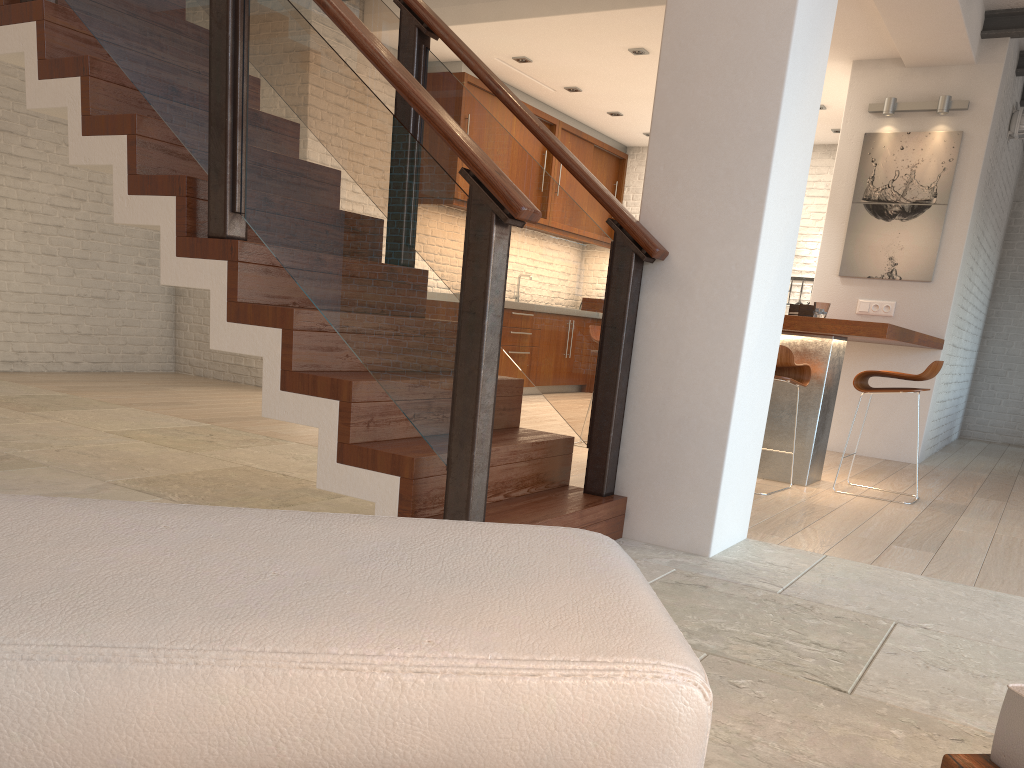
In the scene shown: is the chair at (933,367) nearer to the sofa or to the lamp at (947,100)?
the lamp at (947,100)

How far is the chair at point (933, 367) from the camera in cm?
466

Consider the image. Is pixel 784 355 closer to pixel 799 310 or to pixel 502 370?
pixel 799 310

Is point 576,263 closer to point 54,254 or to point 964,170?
point 964,170

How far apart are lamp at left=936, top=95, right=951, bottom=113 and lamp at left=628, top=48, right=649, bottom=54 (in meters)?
2.28

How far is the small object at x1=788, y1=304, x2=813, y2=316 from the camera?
5.1m

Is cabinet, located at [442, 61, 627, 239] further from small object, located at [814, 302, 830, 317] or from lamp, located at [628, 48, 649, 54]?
small object, located at [814, 302, 830, 317]

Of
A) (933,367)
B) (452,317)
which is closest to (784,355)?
(933,367)

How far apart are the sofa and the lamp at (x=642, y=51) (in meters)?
6.73

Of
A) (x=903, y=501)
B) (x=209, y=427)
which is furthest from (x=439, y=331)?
(x=903, y=501)
